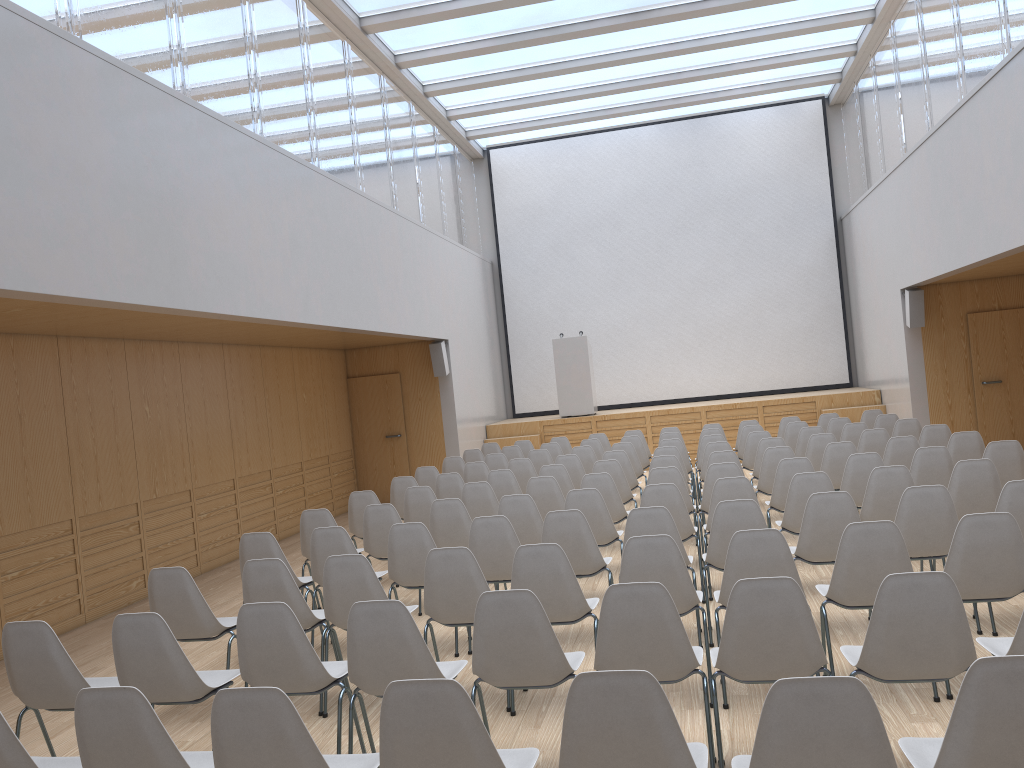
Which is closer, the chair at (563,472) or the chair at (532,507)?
the chair at (532,507)

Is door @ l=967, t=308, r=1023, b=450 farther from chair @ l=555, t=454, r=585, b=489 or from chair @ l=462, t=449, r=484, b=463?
chair @ l=462, t=449, r=484, b=463

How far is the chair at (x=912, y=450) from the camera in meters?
7.9 m

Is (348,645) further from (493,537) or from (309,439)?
(309,439)

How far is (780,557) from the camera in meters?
4.2 m

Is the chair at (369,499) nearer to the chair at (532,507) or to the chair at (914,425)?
the chair at (532,507)

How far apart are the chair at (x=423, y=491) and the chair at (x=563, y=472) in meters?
1.3

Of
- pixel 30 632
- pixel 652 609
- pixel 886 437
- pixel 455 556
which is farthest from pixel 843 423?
pixel 30 632

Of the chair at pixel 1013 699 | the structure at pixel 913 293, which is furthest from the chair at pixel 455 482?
the structure at pixel 913 293

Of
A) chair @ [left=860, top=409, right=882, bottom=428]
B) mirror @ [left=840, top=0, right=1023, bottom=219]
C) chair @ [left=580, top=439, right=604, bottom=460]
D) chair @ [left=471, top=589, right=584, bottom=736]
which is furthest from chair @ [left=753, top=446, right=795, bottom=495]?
chair @ [left=471, top=589, right=584, bottom=736]
